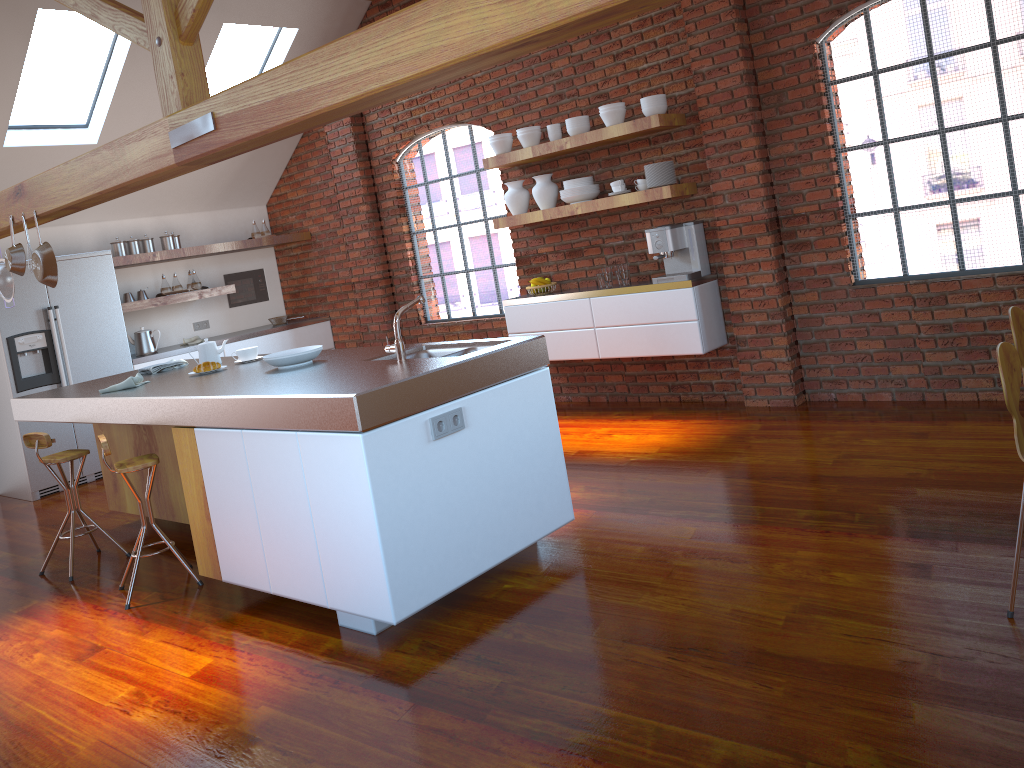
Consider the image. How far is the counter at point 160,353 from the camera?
7.32m

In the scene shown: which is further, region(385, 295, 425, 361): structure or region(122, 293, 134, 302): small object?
region(122, 293, 134, 302): small object

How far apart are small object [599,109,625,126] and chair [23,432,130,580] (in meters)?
3.67

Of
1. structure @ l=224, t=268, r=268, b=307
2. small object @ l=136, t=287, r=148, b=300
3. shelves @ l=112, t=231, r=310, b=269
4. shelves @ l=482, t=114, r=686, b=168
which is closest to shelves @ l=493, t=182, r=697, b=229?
shelves @ l=482, t=114, r=686, b=168

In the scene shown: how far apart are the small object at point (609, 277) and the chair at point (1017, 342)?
2.98m

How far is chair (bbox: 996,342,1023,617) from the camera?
2.6m

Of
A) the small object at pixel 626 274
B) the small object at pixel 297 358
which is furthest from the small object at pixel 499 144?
the small object at pixel 297 358

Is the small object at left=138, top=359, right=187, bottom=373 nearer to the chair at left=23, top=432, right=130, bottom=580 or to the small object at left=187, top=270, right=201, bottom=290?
the chair at left=23, top=432, right=130, bottom=580

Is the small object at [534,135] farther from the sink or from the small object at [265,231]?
the small object at [265,231]

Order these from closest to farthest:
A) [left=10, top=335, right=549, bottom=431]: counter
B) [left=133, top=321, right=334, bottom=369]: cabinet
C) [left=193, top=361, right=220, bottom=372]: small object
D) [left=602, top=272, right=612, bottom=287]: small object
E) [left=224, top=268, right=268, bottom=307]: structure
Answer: [left=10, top=335, right=549, bottom=431]: counter → [left=193, top=361, right=220, bottom=372]: small object → [left=602, top=272, right=612, bottom=287]: small object → [left=133, top=321, right=334, bottom=369]: cabinet → [left=224, top=268, right=268, bottom=307]: structure
